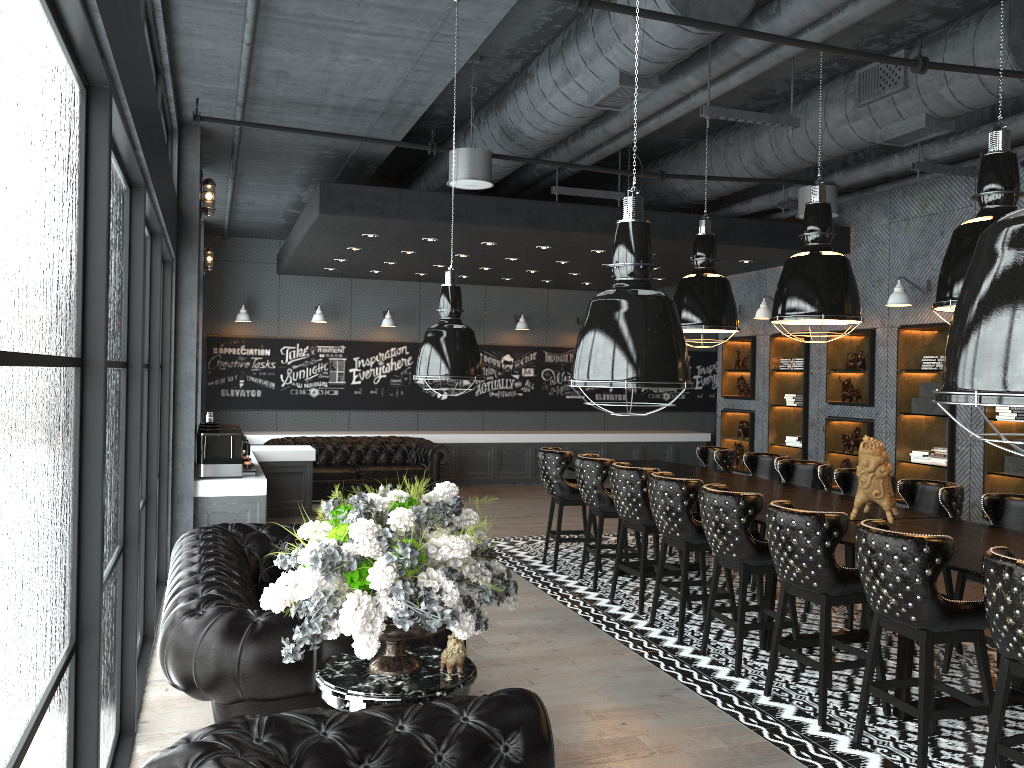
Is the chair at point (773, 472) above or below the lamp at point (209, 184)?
below

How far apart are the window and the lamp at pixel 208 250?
5.8m

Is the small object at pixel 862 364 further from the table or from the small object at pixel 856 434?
the table

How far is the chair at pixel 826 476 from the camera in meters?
7.2

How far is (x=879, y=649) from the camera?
4.7m

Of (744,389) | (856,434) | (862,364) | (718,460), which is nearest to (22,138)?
(718,460)

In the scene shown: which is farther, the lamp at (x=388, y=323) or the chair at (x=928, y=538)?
the lamp at (x=388, y=323)

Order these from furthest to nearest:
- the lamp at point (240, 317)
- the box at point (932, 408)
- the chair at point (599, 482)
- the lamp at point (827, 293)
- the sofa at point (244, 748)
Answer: the lamp at point (240, 317) < the box at point (932, 408) < the chair at point (599, 482) < the lamp at point (827, 293) < the sofa at point (244, 748)

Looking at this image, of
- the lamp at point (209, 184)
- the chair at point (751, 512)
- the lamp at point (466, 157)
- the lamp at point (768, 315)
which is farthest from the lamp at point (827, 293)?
the lamp at point (209, 184)

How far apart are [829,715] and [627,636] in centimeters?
163cm
